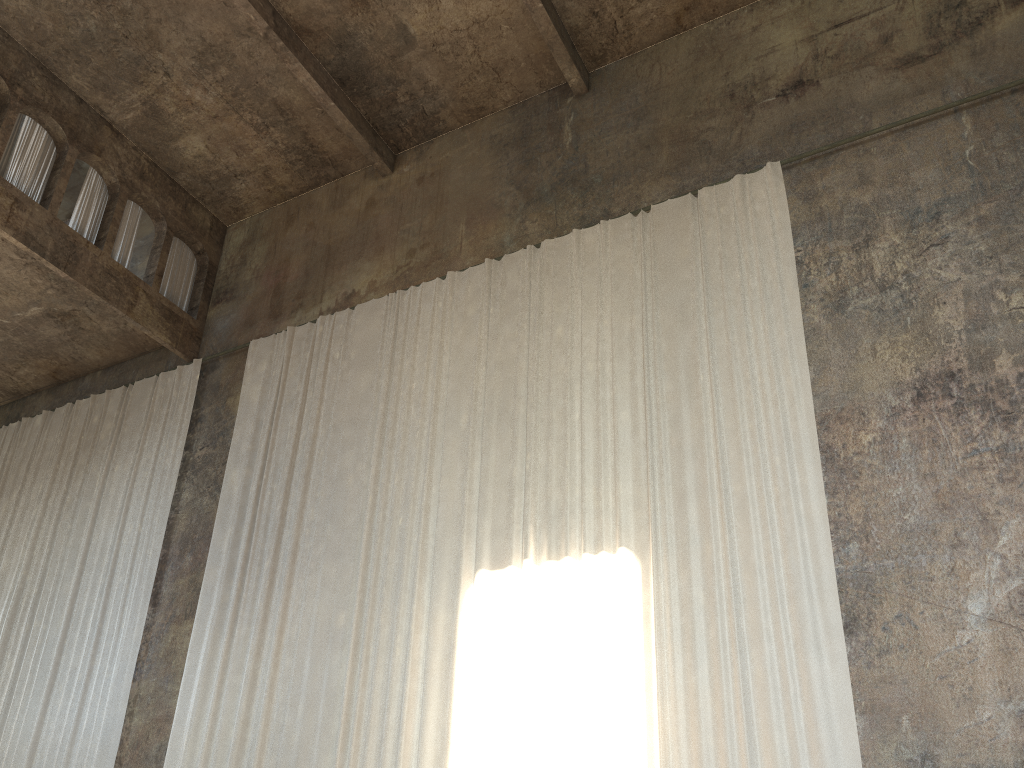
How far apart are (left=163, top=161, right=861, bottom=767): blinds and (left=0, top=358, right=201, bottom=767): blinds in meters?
1.1 m

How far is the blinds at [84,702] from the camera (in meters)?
11.17

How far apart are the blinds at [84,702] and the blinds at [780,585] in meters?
1.1

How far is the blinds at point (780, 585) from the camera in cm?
753

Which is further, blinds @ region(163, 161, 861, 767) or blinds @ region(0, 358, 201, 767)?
blinds @ region(0, 358, 201, 767)

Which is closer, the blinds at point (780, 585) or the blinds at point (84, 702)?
the blinds at point (780, 585)

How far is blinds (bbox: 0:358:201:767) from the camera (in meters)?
11.17

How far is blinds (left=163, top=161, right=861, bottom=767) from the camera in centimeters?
753cm
